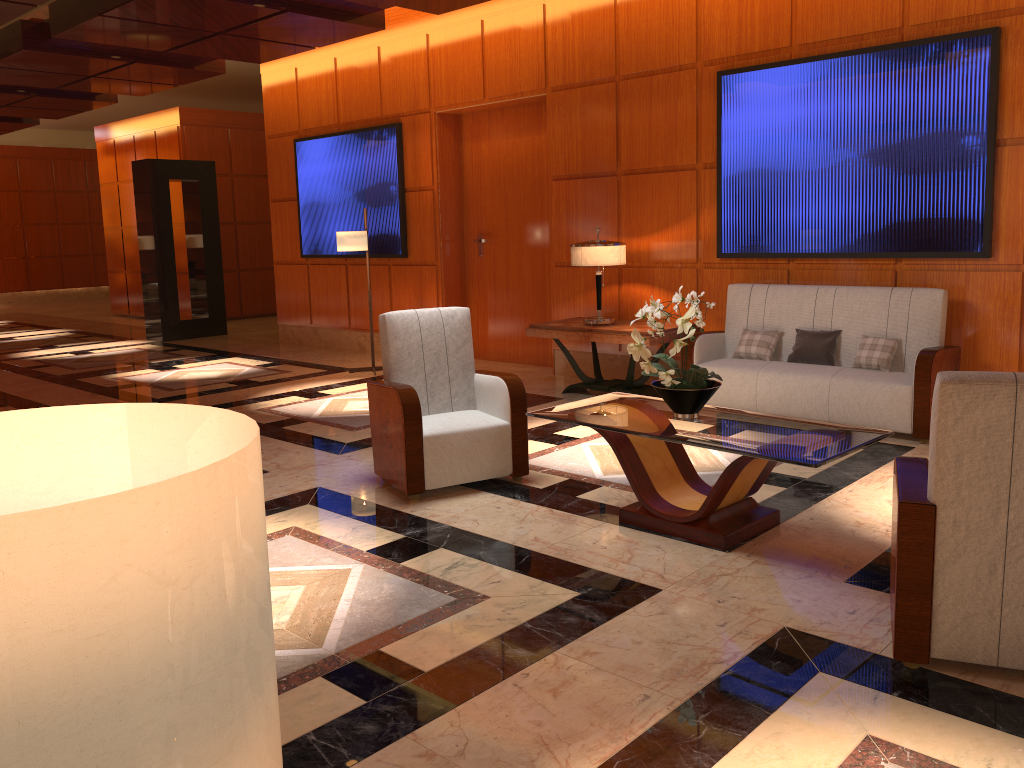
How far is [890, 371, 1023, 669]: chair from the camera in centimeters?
251cm

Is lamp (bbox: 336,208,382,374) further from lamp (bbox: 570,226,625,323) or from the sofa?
the sofa

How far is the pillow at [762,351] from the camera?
6.4 meters

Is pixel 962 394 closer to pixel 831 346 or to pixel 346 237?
pixel 831 346

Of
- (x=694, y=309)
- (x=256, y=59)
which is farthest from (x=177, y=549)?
(x=256, y=59)

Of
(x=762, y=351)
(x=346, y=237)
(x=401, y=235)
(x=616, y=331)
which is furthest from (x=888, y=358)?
(x=401, y=235)

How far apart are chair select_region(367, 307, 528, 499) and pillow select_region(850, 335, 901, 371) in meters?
2.5

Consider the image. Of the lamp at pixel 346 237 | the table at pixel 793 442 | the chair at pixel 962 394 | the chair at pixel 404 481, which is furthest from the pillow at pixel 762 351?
the lamp at pixel 346 237

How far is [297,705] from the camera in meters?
2.7

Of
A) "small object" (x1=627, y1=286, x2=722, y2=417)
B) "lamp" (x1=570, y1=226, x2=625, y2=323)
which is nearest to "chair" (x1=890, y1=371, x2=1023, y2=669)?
"small object" (x1=627, y1=286, x2=722, y2=417)
